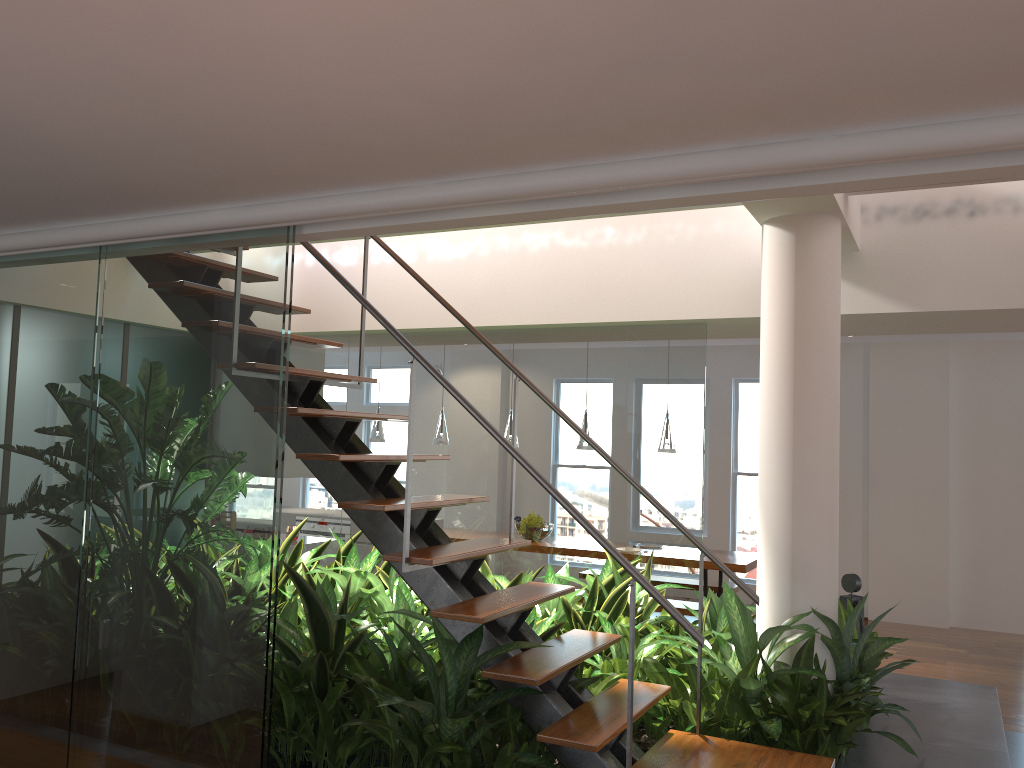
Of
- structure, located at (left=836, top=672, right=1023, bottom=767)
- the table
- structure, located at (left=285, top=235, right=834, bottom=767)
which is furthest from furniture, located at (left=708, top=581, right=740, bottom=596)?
structure, located at (left=285, top=235, right=834, bottom=767)

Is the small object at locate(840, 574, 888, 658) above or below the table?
above

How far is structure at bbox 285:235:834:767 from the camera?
2.8m

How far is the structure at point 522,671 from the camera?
2.83m

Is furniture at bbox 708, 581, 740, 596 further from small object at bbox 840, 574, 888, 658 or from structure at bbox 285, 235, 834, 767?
structure at bbox 285, 235, 834, 767

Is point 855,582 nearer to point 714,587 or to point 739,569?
point 739,569

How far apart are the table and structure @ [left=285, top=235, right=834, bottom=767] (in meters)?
3.68

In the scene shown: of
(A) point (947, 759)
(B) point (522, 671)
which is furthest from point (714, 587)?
(B) point (522, 671)

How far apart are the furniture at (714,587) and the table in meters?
0.4 m

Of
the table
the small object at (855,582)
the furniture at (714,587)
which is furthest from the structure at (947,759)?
the furniture at (714,587)
